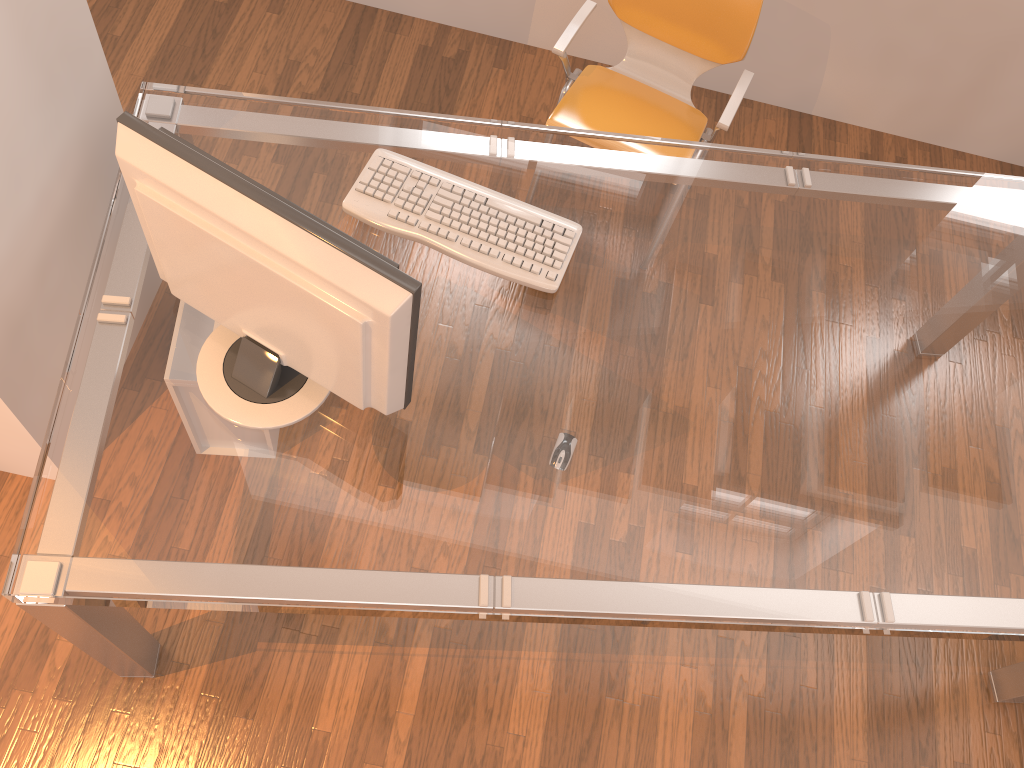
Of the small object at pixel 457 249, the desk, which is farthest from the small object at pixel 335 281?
the small object at pixel 457 249

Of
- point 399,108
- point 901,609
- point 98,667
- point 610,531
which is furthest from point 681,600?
point 399,108

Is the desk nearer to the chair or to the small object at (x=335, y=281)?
the small object at (x=335, y=281)

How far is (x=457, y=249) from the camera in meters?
1.8

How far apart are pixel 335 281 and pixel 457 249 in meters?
0.5

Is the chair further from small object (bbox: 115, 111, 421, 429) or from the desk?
small object (bbox: 115, 111, 421, 429)

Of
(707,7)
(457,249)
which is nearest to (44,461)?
(457,249)

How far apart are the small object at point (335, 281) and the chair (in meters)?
1.15

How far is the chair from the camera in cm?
235

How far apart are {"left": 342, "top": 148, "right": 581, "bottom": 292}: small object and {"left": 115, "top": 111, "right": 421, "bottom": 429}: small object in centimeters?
35cm
